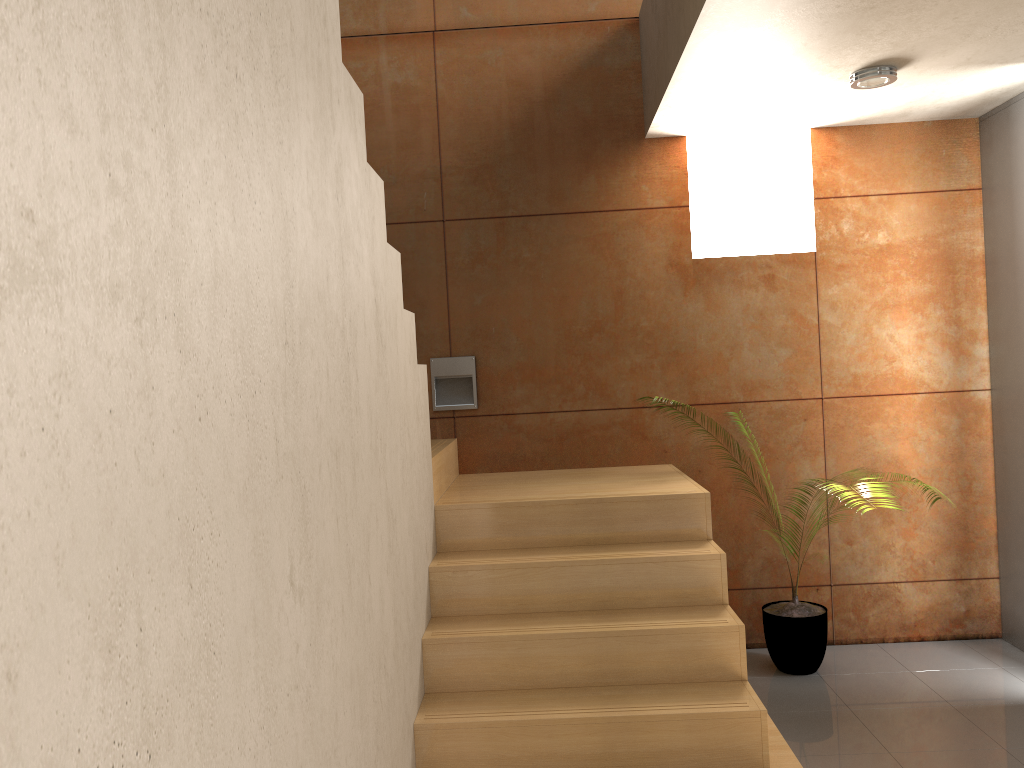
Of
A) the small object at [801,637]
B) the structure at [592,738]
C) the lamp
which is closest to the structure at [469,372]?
the structure at [592,738]

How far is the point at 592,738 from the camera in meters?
2.6

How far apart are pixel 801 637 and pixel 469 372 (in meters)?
1.95

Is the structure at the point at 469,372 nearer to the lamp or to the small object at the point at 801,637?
the small object at the point at 801,637

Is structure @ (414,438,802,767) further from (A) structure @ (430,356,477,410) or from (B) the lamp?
(B) the lamp

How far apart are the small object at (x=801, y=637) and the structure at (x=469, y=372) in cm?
167

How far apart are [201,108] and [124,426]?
0.5 meters

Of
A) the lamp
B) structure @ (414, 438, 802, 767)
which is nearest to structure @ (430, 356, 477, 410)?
structure @ (414, 438, 802, 767)

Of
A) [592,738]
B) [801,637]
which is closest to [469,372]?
[801,637]

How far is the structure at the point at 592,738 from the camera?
2.6m
